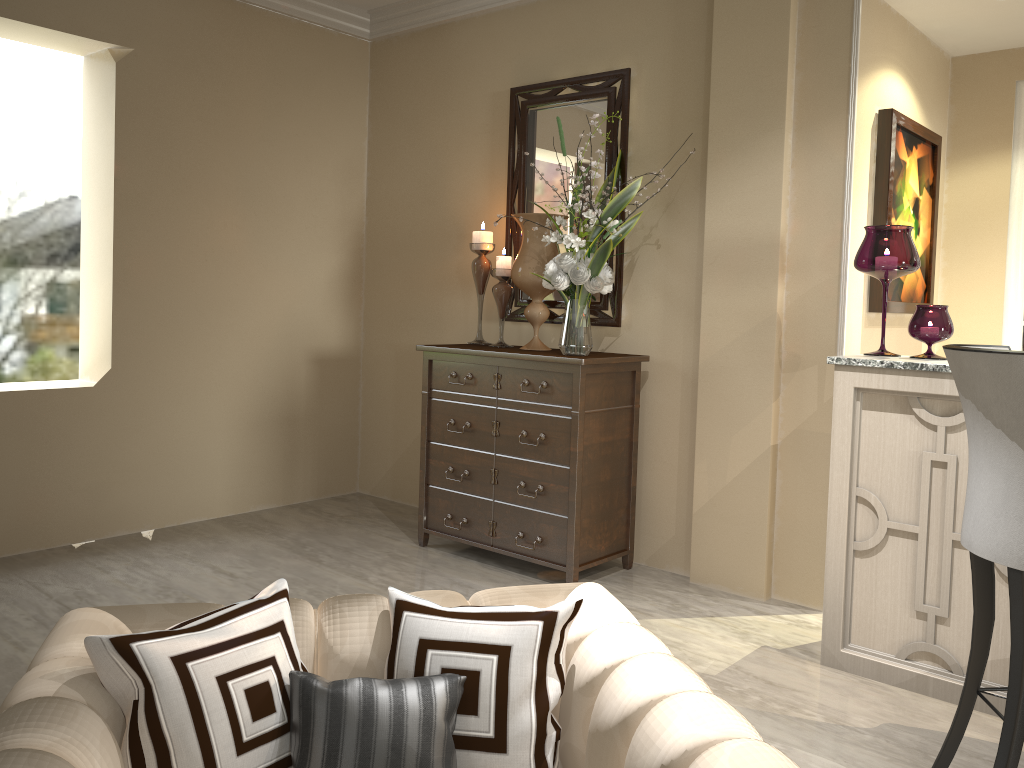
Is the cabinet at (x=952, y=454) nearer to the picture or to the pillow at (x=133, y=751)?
the picture

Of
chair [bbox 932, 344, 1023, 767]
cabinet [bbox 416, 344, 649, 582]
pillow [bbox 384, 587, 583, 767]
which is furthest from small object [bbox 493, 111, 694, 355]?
pillow [bbox 384, 587, 583, 767]

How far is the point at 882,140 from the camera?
3.0 meters

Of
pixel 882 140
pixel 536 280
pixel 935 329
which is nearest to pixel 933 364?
pixel 935 329

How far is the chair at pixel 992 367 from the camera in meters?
1.7 m

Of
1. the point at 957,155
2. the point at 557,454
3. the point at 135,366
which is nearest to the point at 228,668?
the point at 557,454

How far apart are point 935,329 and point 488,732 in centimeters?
192cm

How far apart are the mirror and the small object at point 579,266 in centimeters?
3cm

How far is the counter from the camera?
2.29m

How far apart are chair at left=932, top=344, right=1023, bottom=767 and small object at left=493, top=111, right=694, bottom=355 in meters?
1.3
